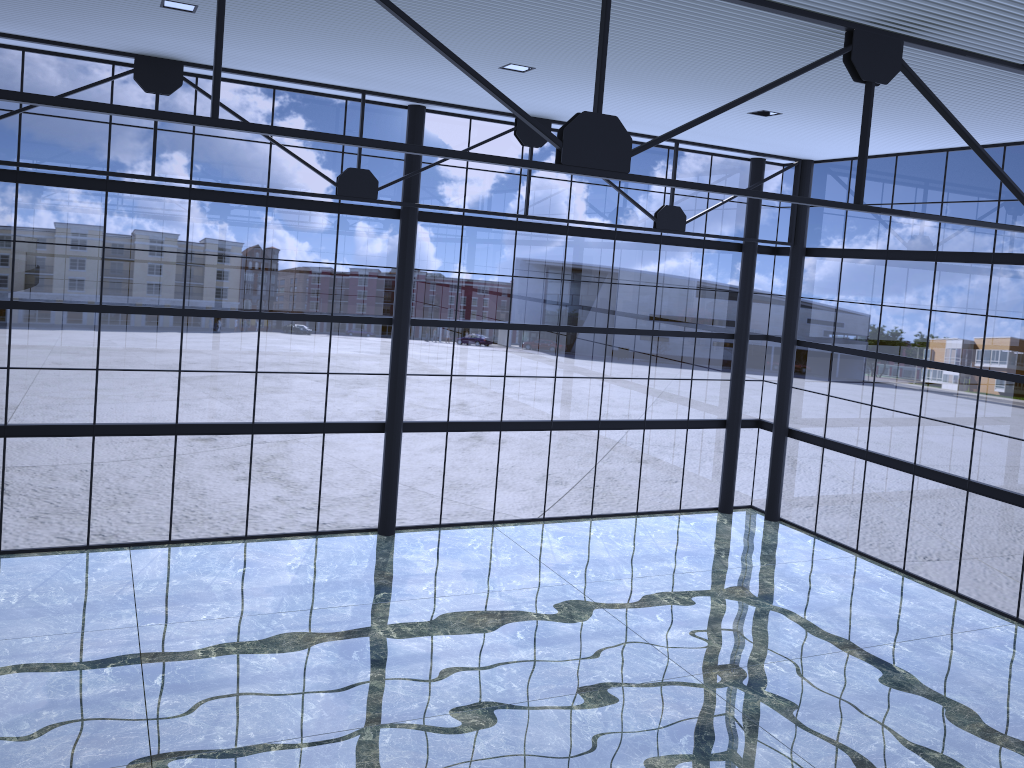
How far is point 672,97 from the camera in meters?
19.9
